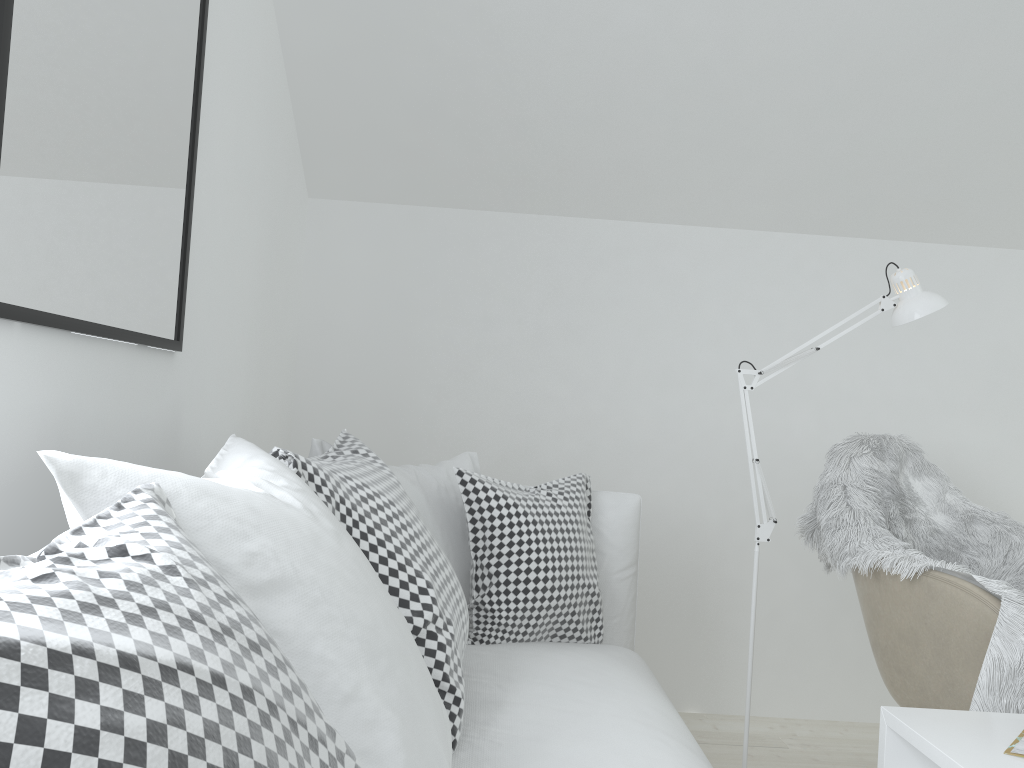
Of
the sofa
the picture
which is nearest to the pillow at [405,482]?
the sofa

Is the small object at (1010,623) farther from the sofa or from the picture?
the picture

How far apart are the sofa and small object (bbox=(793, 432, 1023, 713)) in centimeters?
46cm

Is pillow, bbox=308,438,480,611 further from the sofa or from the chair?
the chair

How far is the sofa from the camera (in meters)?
1.33

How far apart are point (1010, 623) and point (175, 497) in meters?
1.6

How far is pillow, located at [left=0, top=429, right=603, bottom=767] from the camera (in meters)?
0.46

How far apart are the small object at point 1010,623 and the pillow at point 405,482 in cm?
89

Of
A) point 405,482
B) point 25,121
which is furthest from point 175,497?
point 405,482

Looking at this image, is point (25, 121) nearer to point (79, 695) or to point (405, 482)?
point (79, 695)
